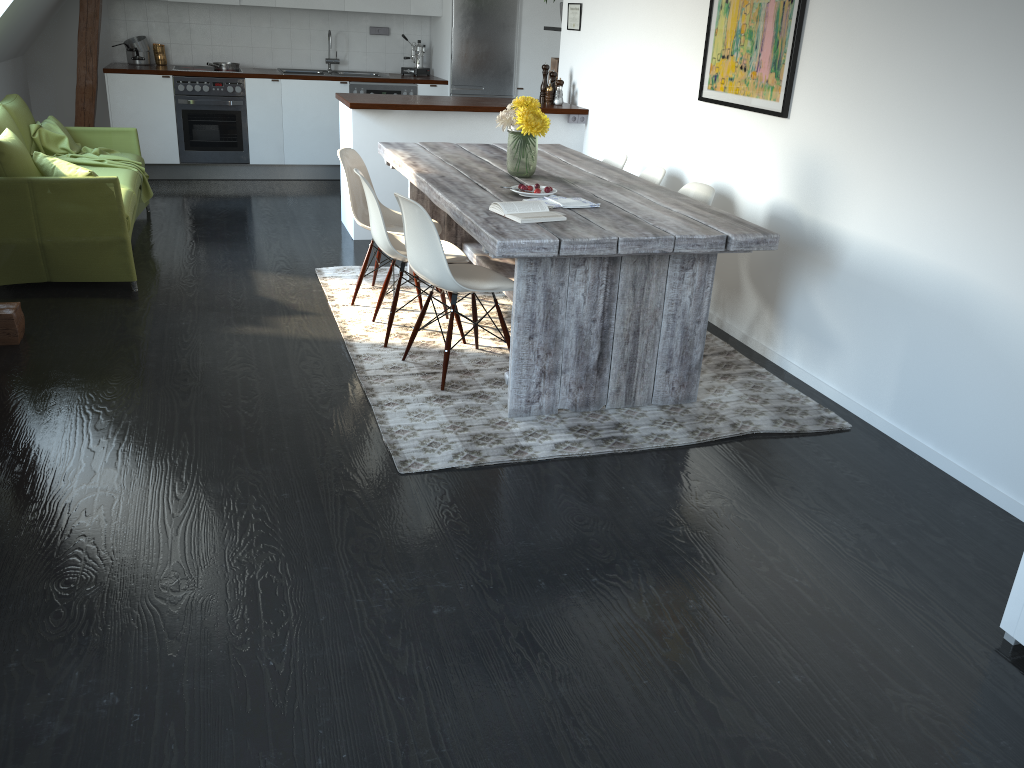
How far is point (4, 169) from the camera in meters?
4.5 m

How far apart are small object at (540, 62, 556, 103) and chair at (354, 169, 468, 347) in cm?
257

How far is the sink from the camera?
8.31m

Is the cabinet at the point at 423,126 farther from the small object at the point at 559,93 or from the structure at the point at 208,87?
the small object at the point at 559,93

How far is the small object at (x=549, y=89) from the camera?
6.4 meters

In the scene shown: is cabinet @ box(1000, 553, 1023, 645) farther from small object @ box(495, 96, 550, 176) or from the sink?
the sink

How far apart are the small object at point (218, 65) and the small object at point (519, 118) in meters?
4.7 m

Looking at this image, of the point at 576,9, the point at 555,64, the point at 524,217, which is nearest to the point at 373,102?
the point at 576,9

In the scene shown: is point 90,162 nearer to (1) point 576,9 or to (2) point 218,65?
(2) point 218,65

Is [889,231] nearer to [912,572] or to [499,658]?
[912,572]
